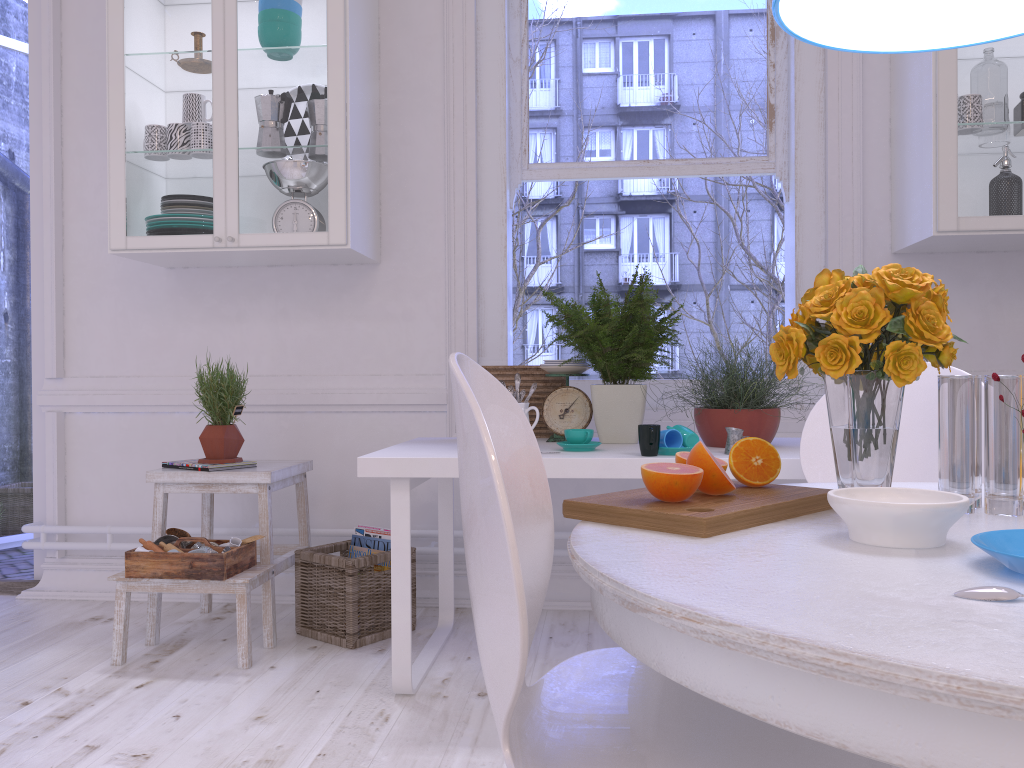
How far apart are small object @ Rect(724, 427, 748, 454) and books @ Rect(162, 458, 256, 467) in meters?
1.6 m

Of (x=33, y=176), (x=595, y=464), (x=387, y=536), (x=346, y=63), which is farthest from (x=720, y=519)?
(x=33, y=176)

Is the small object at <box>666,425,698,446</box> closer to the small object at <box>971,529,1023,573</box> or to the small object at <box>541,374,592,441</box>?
the small object at <box>541,374,592,441</box>

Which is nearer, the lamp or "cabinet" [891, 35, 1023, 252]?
the lamp

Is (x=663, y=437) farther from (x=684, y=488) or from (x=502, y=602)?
(x=502, y=602)

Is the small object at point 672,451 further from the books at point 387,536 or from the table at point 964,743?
the books at point 387,536

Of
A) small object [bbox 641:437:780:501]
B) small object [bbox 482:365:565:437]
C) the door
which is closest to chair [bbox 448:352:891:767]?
A: small object [bbox 641:437:780:501]

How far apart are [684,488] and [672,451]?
1.1 meters

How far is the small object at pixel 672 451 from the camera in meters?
2.2

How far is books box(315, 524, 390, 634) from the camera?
2.88m
